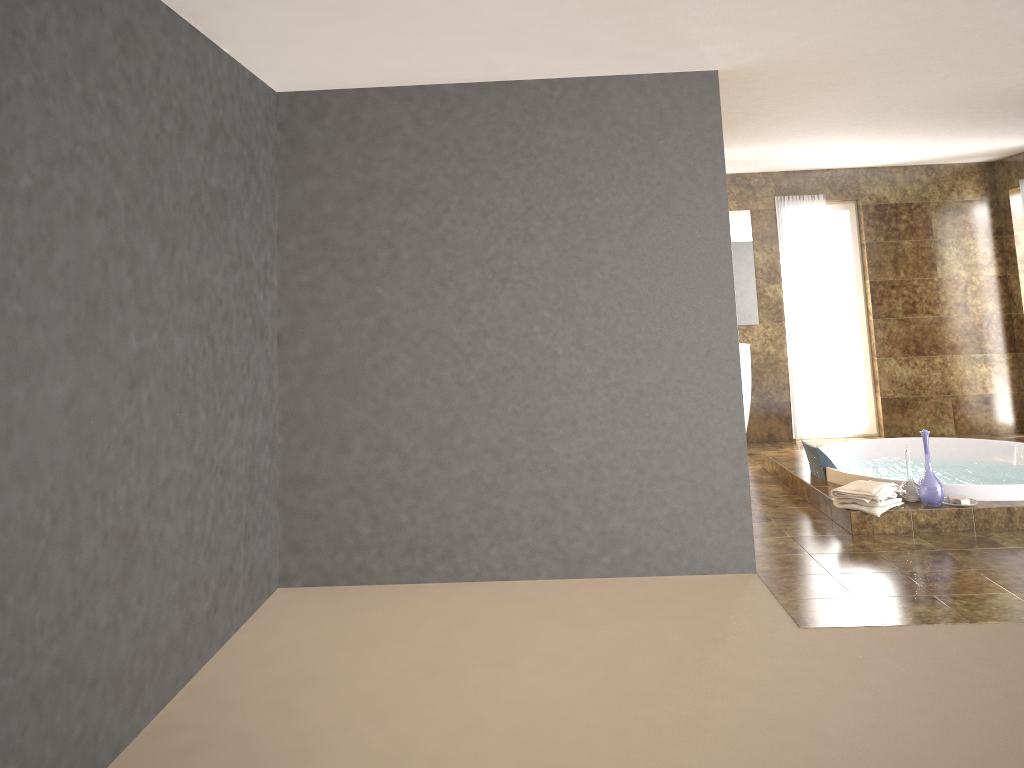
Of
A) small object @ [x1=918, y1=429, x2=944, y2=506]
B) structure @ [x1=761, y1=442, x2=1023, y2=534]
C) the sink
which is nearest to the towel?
structure @ [x1=761, y1=442, x2=1023, y2=534]

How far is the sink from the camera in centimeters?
777cm

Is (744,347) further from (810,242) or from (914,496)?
(914,496)

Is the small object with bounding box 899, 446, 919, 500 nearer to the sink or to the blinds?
the sink

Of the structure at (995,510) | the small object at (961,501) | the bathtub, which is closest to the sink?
the structure at (995,510)

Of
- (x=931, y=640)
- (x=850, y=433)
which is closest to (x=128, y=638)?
(x=931, y=640)

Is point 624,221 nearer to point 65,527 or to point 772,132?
point 772,132

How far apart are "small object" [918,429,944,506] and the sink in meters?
2.8 m

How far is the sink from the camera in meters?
7.8 m

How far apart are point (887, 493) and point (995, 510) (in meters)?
0.63
